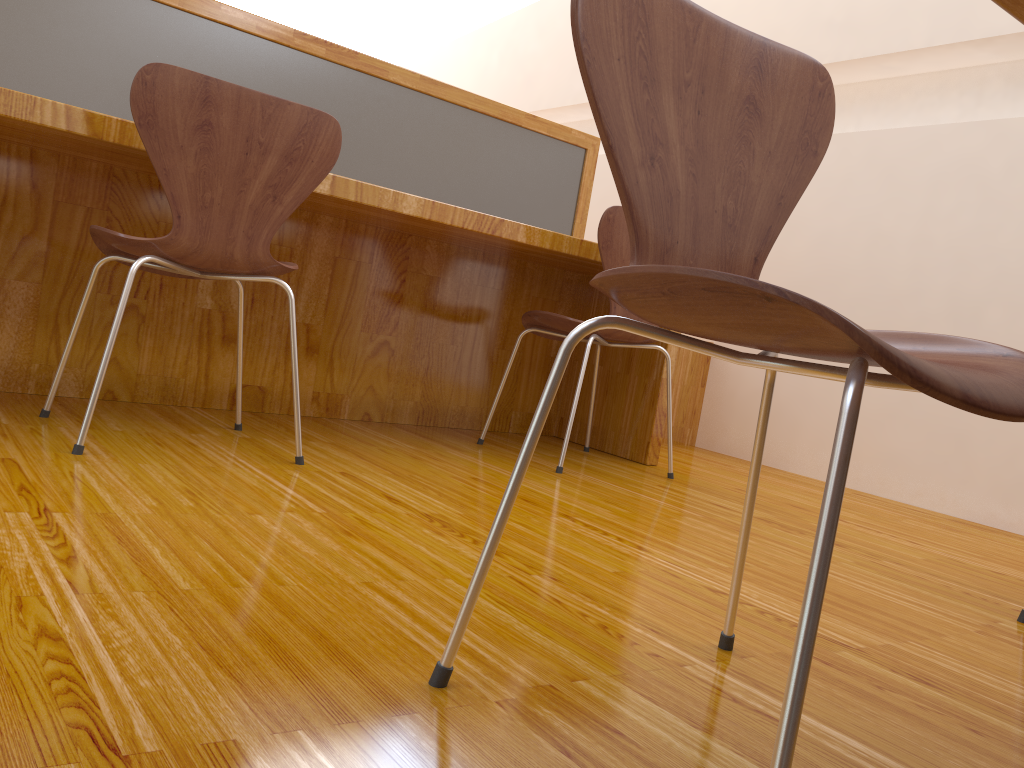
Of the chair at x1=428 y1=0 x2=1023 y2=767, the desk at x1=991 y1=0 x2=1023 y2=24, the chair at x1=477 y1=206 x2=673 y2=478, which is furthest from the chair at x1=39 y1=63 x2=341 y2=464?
the desk at x1=991 y1=0 x2=1023 y2=24

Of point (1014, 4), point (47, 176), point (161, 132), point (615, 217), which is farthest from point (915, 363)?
point (47, 176)

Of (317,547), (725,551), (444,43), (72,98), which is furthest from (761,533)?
(444,43)

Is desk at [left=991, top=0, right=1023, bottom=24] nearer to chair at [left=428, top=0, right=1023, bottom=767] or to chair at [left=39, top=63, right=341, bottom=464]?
chair at [left=428, top=0, right=1023, bottom=767]

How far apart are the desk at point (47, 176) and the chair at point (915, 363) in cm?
120

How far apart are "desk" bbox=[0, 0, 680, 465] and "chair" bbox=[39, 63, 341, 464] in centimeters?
17cm

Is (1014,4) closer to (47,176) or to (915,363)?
(915,363)

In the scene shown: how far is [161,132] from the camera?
1.54m

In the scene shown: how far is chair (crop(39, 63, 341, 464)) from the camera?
1.54m

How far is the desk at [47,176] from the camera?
2.02m
